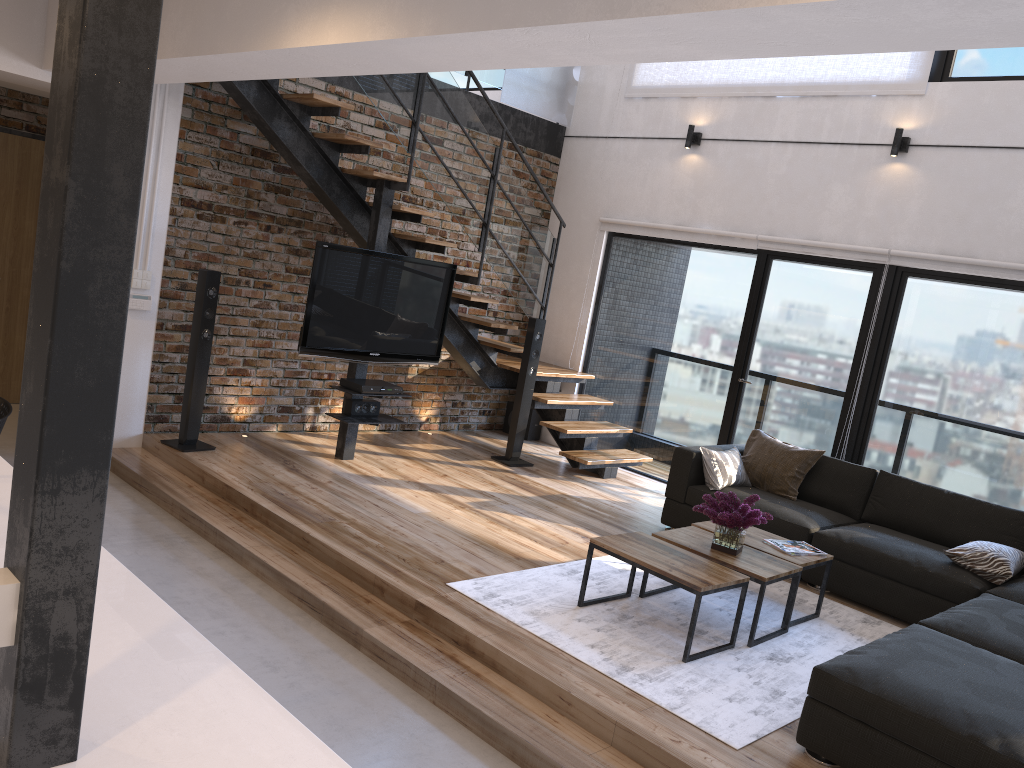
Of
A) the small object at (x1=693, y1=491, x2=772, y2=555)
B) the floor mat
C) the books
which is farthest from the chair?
the books

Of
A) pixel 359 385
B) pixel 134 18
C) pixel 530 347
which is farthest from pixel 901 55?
pixel 134 18

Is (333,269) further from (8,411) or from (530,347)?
(8,411)

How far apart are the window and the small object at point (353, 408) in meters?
2.5 m

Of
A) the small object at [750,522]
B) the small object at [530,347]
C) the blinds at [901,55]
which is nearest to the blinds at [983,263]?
the blinds at [901,55]

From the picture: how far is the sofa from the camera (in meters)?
2.96

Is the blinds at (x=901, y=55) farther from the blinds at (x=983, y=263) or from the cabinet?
the cabinet

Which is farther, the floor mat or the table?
the table

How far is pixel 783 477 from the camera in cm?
599

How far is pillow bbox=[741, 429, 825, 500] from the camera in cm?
599
